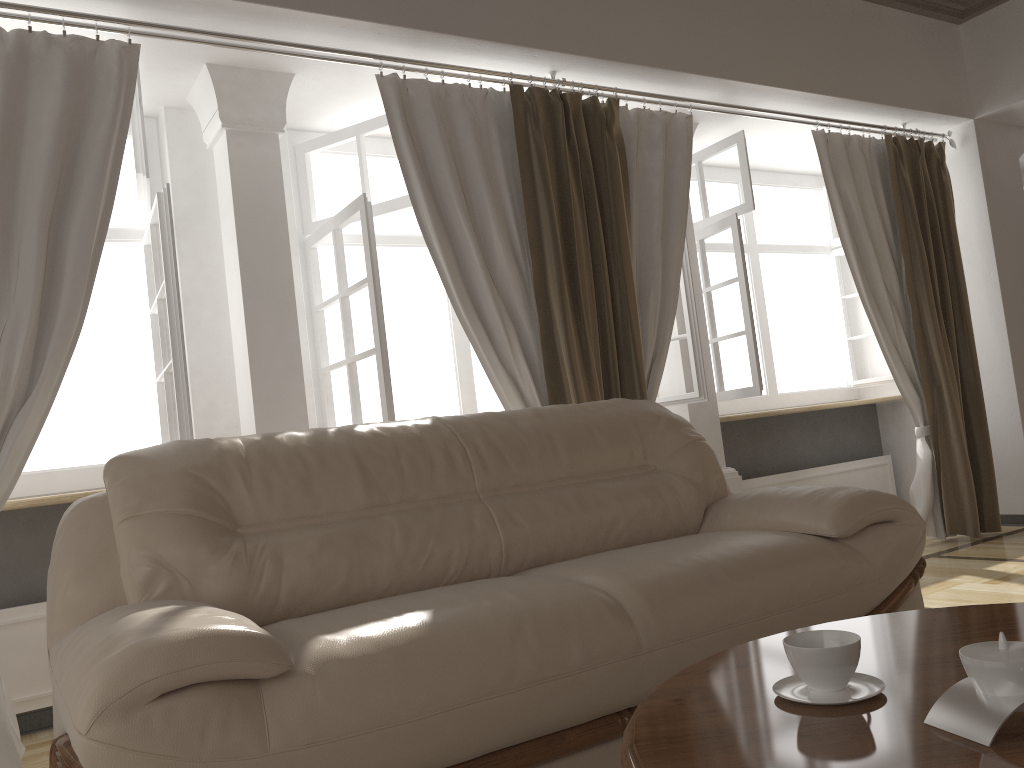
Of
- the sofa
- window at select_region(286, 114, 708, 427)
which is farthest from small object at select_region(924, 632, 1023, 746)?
window at select_region(286, 114, 708, 427)

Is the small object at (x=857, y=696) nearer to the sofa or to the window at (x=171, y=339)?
the sofa

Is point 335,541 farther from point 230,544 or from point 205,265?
point 205,265

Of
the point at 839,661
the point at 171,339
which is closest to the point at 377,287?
the point at 171,339

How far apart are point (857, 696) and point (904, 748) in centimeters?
19cm

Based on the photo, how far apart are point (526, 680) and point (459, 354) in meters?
2.7

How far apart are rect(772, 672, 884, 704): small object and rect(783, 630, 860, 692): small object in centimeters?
1cm

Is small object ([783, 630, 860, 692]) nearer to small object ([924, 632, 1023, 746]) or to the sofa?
small object ([924, 632, 1023, 746])

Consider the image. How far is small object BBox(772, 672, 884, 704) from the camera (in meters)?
1.20

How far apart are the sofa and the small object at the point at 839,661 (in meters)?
0.58
